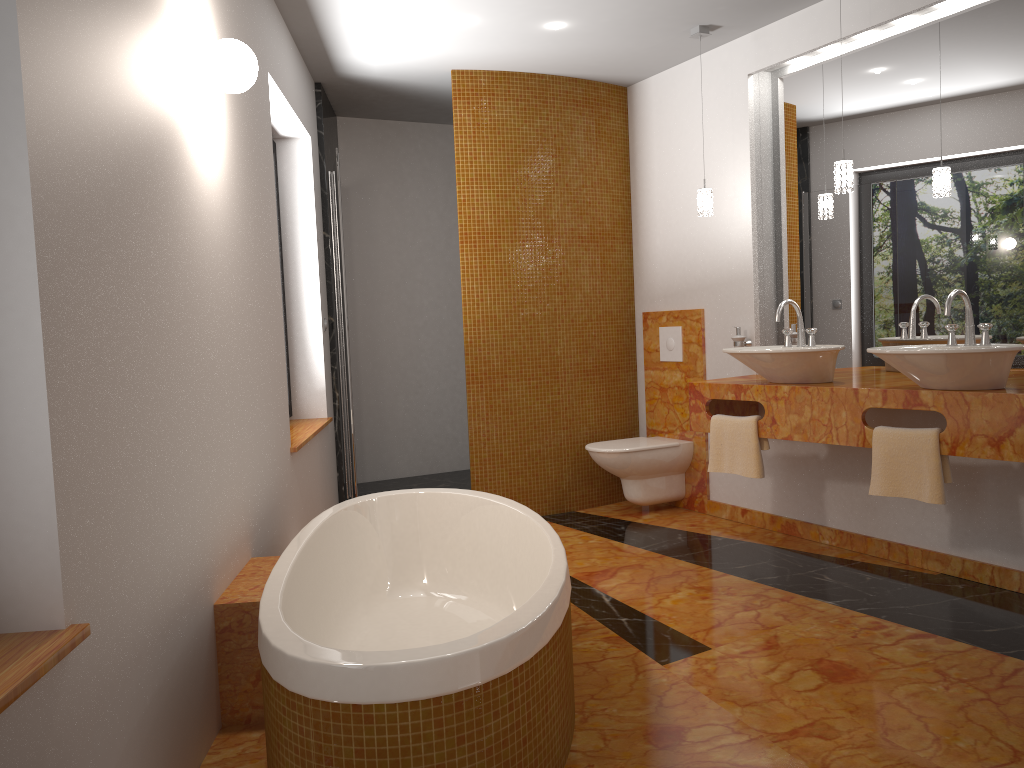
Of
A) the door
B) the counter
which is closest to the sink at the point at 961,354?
the counter

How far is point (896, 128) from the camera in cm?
386

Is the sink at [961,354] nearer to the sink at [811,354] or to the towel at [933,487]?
the towel at [933,487]

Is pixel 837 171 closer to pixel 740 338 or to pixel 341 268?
pixel 740 338

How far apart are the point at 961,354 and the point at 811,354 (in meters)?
0.70

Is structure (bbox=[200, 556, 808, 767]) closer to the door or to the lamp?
the door

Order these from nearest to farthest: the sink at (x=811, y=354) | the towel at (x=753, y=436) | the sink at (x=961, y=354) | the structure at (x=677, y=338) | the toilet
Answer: the sink at (x=961, y=354), the sink at (x=811, y=354), the towel at (x=753, y=436), the toilet, the structure at (x=677, y=338)

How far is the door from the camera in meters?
4.5

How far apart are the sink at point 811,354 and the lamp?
0.5 meters

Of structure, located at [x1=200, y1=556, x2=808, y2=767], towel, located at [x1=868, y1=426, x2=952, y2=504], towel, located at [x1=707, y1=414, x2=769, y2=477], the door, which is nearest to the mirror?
towel, located at [x1=868, y1=426, x2=952, y2=504]
